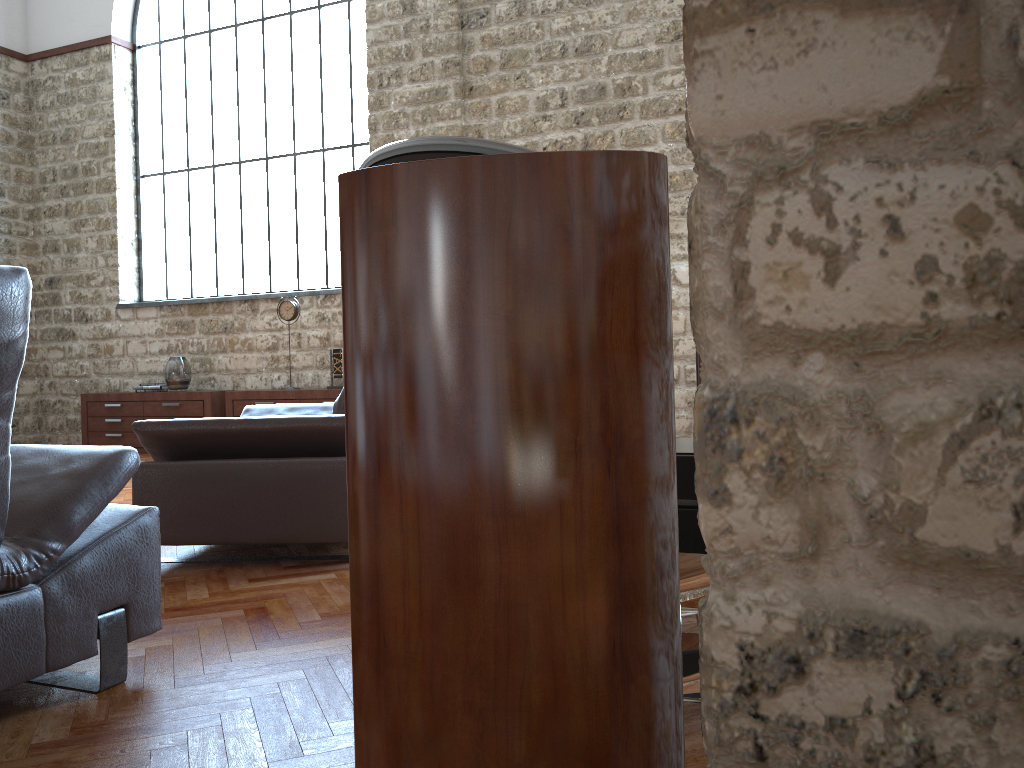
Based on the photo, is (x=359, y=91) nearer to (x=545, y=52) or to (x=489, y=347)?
(x=545, y=52)

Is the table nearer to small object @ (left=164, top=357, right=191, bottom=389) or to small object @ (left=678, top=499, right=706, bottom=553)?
small object @ (left=678, top=499, right=706, bottom=553)

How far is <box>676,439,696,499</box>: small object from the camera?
2.16m

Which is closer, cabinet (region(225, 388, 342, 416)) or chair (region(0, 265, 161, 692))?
chair (region(0, 265, 161, 692))

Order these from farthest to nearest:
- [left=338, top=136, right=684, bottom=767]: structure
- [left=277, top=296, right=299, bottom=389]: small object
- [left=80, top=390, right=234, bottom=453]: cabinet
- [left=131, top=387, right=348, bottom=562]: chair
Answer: [left=80, top=390, right=234, bottom=453]: cabinet, [left=277, top=296, right=299, bottom=389]: small object, [left=131, top=387, right=348, bottom=562]: chair, [left=338, top=136, right=684, bottom=767]: structure

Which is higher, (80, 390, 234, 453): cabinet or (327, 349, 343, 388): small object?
(327, 349, 343, 388): small object

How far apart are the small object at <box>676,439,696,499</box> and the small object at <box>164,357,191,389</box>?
7.1 meters

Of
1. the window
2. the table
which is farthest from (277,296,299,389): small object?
the table

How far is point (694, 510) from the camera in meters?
2.2

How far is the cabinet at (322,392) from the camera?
7.88m
